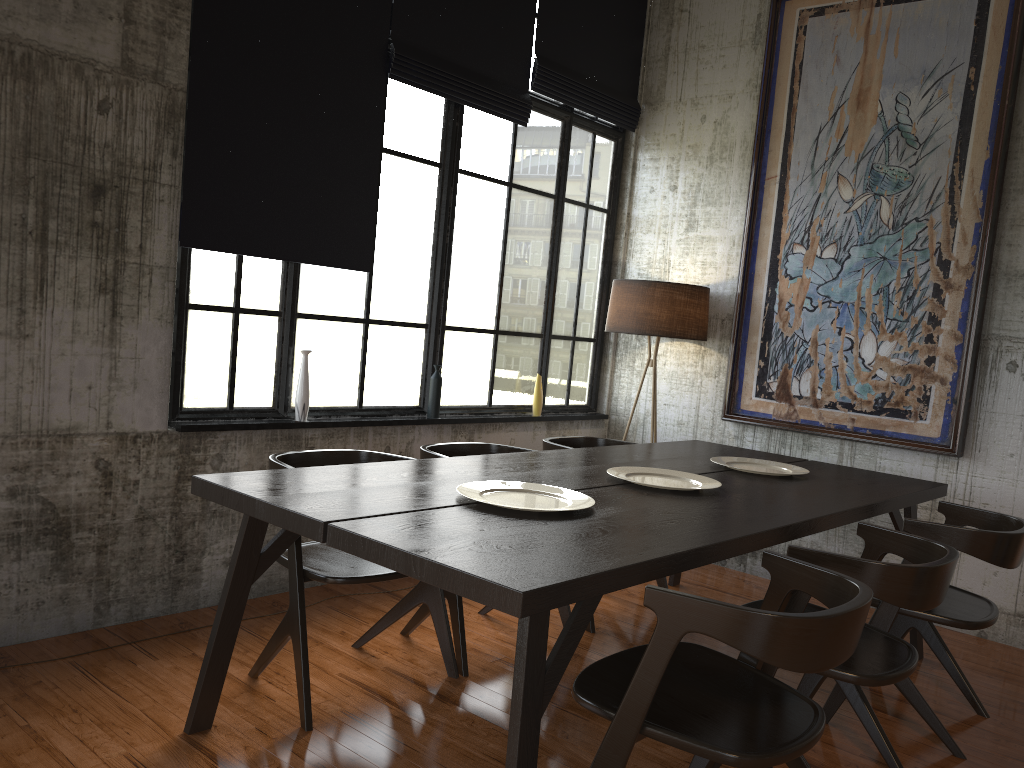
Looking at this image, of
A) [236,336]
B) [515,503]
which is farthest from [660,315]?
[515,503]

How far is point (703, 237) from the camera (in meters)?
6.80

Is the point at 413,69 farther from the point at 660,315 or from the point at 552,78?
the point at 660,315

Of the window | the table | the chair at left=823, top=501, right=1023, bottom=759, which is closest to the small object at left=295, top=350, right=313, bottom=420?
the window

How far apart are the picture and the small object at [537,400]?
1.4m

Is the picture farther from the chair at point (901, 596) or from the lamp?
the chair at point (901, 596)

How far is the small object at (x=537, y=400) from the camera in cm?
660

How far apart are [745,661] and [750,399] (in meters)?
3.68

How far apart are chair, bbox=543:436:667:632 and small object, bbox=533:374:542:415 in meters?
1.0 m

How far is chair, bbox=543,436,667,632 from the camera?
5.22m
